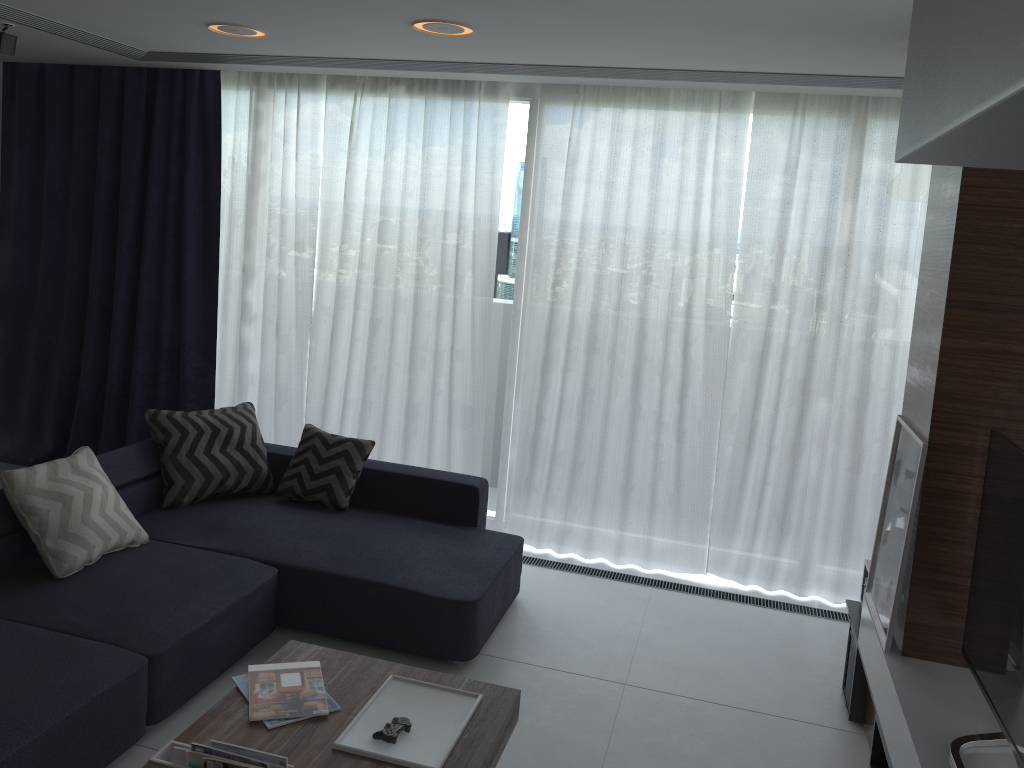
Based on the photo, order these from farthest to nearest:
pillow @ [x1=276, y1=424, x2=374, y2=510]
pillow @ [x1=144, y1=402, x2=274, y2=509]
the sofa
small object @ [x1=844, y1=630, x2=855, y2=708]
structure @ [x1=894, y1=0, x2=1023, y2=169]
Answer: pillow @ [x1=276, y1=424, x2=374, y2=510] < pillow @ [x1=144, y1=402, x2=274, y2=509] < small object @ [x1=844, y1=630, x2=855, y2=708] < the sofa < structure @ [x1=894, y1=0, x2=1023, y2=169]

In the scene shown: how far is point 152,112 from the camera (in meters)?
5.30

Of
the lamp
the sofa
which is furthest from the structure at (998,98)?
the lamp

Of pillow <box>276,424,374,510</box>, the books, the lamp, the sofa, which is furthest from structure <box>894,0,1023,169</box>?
pillow <box>276,424,374,510</box>

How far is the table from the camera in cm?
244

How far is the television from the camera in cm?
230

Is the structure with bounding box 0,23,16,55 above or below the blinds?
above

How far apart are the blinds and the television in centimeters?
177cm

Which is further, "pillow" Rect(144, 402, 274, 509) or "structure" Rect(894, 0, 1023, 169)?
"pillow" Rect(144, 402, 274, 509)

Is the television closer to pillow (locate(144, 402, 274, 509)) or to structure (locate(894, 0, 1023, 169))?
structure (locate(894, 0, 1023, 169))
